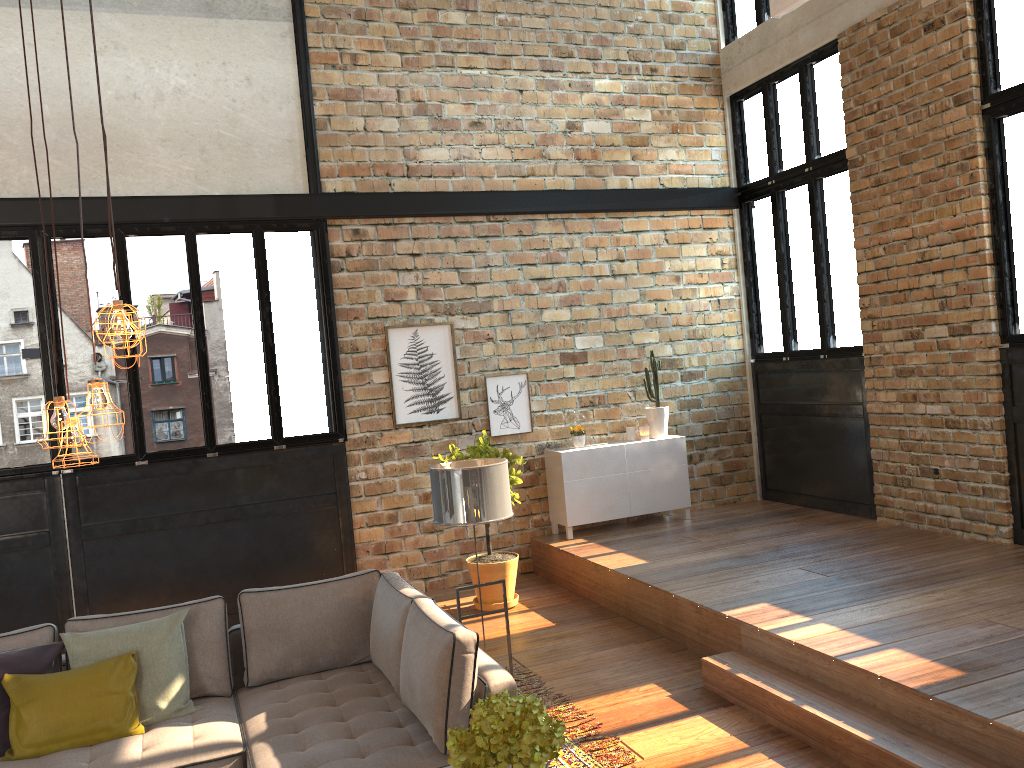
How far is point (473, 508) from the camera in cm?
458

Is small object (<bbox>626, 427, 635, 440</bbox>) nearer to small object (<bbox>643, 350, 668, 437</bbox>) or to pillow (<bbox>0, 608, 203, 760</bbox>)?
small object (<bbox>643, 350, 668, 437</bbox>)

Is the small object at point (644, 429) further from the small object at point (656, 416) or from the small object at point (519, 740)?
the small object at point (519, 740)

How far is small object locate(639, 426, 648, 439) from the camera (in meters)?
8.33

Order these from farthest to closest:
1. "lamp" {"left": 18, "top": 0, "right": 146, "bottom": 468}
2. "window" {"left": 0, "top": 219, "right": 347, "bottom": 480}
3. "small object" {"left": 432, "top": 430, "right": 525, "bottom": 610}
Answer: "small object" {"left": 432, "top": 430, "right": 525, "bottom": 610} → "window" {"left": 0, "top": 219, "right": 347, "bottom": 480} → "lamp" {"left": 18, "top": 0, "right": 146, "bottom": 468}

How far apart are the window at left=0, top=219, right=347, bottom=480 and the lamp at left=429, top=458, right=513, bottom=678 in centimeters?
279cm

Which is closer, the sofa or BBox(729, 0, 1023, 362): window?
the sofa

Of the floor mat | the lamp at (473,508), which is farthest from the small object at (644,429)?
the lamp at (473,508)

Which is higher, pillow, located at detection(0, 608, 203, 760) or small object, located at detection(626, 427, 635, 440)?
small object, located at detection(626, 427, 635, 440)

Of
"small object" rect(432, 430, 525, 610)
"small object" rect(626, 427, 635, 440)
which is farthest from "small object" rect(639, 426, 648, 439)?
"small object" rect(432, 430, 525, 610)
